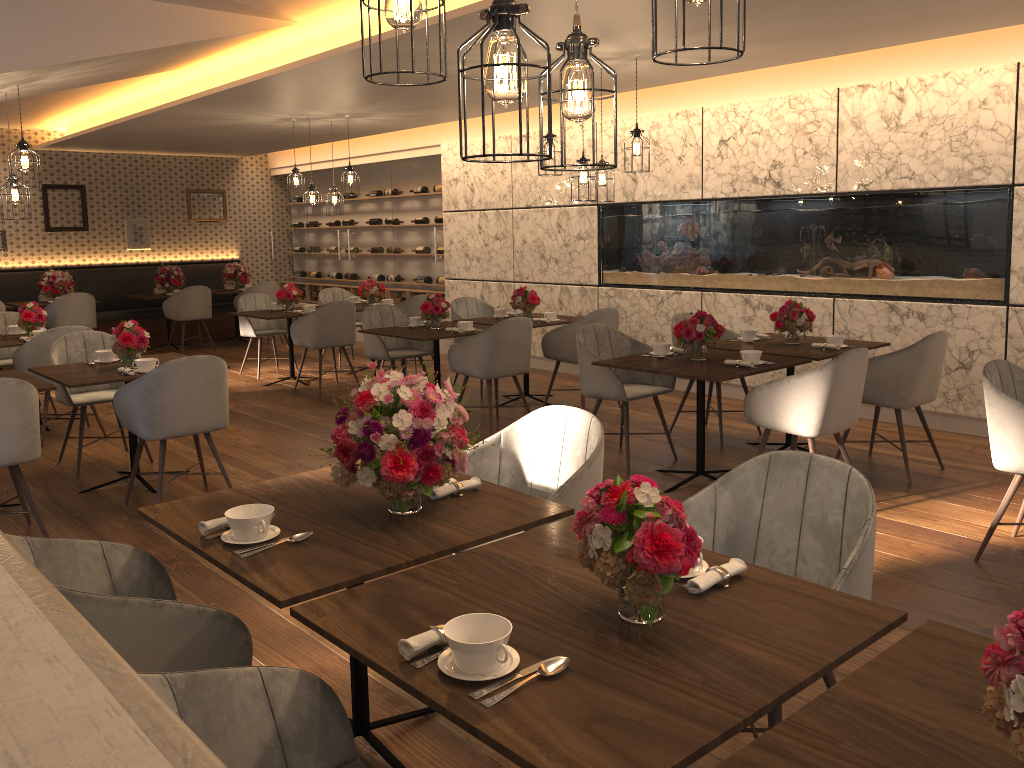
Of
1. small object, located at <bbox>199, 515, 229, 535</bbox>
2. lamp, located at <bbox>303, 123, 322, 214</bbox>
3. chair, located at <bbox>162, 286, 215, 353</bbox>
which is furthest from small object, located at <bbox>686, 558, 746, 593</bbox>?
chair, located at <bbox>162, 286, 215, 353</bbox>

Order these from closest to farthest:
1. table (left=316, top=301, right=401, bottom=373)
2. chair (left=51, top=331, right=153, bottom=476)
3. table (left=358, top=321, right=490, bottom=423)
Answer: chair (left=51, top=331, right=153, bottom=476)
table (left=358, top=321, right=490, bottom=423)
table (left=316, top=301, right=401, bottom=373)

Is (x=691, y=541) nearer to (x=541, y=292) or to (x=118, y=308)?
(x=541, y=292)

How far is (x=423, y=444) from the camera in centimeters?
232cm

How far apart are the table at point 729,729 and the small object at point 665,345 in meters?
3.1

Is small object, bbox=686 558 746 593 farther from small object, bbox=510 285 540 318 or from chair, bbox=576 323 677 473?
small object, bbox=510 285 540 318

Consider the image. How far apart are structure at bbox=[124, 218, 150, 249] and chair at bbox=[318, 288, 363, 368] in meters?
3.9

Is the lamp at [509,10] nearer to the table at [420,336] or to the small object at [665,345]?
the small object at [665,345]

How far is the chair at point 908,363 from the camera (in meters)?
5.01

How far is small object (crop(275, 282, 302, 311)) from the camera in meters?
8.8
